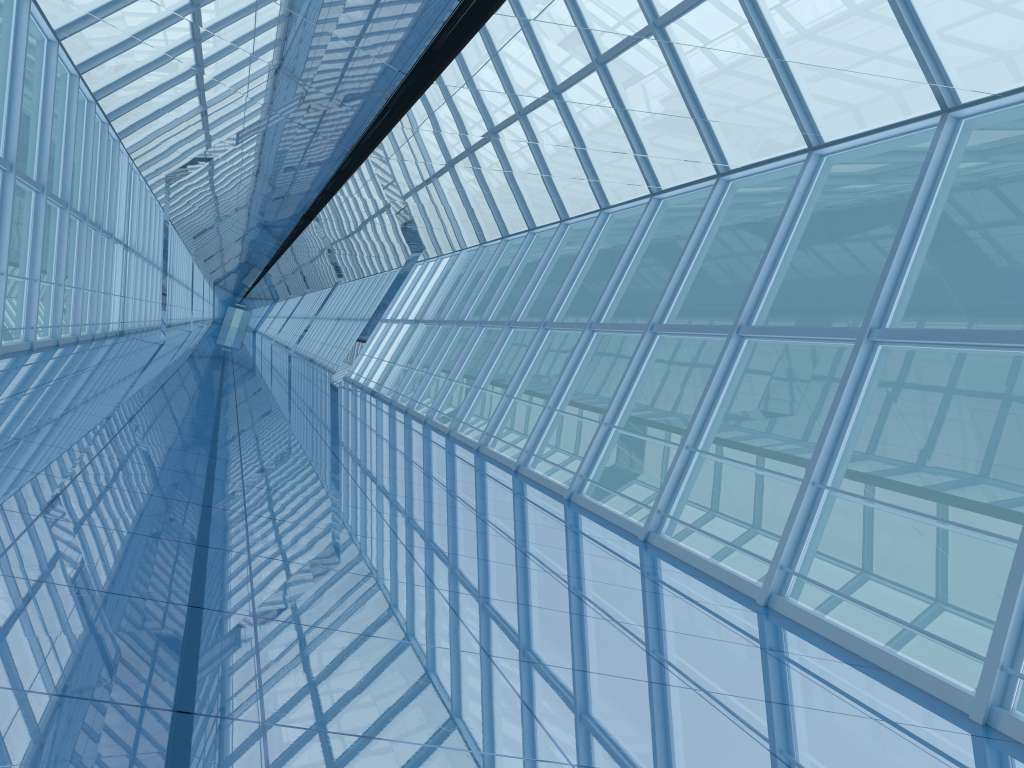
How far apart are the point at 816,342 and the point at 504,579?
4.2m

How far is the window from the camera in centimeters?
774cm

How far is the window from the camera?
7.7m

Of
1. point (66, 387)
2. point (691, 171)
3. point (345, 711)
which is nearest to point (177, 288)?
point (66, 387)

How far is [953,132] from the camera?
7.74m
